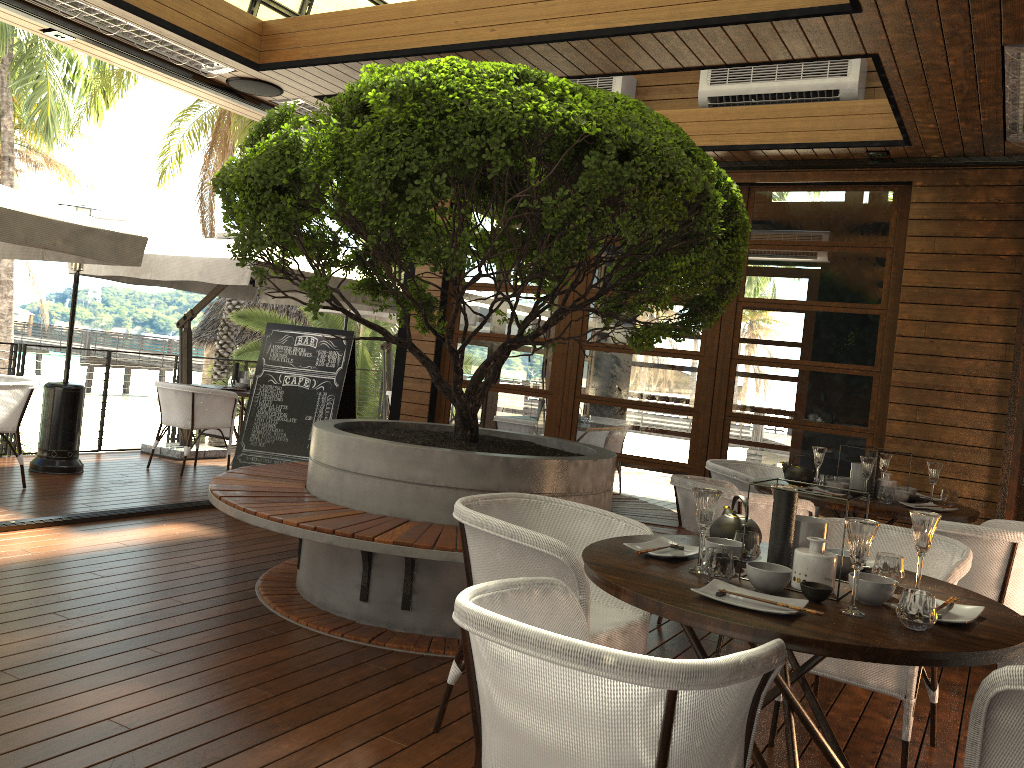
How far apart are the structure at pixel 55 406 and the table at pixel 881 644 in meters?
5.9 m

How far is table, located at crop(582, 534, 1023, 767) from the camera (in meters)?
1.92

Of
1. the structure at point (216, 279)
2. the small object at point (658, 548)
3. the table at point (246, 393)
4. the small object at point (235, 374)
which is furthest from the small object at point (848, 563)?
the small object at point (235, 374)

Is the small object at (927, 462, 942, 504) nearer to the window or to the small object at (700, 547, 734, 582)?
the window

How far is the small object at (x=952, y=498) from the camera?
4.8m

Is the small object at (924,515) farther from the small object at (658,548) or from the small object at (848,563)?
the small object at (658,548)

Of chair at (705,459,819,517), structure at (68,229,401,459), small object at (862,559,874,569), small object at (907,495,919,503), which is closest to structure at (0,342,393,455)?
structure at (68,229,401,459)

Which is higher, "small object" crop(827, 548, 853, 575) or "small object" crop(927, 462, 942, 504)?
"small object" crop(927, 462, 942, 504)

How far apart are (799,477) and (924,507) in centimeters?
69cm

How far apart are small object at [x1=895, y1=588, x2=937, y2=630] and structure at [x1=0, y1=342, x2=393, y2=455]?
7.74m
